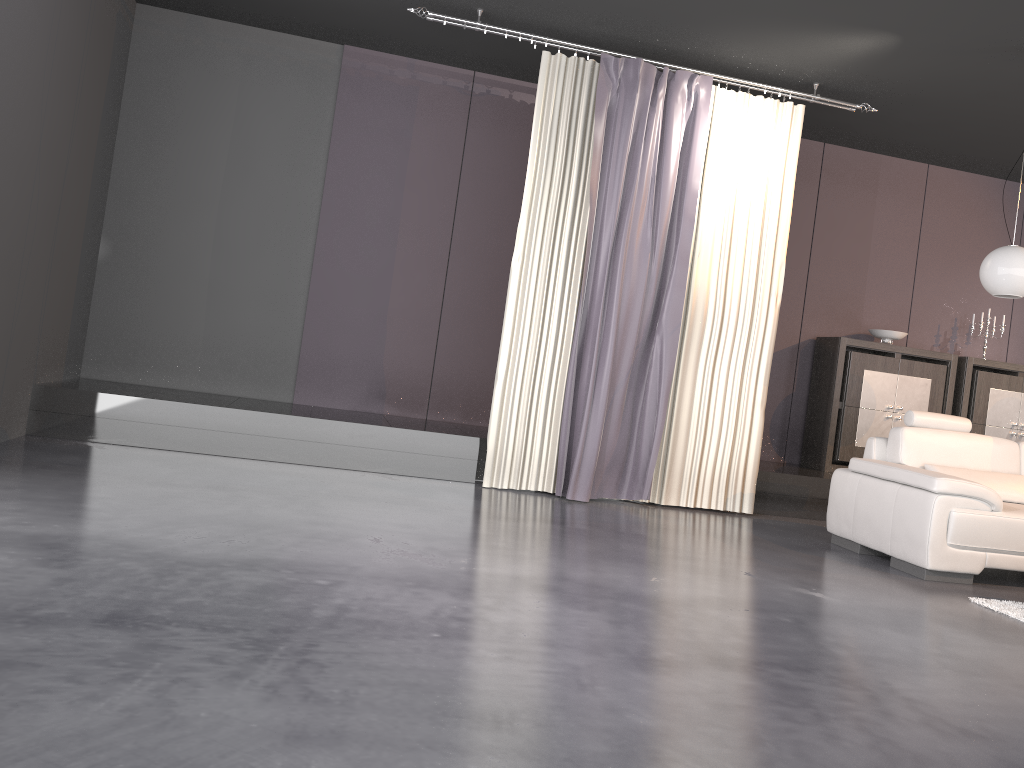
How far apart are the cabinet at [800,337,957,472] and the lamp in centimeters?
196cm

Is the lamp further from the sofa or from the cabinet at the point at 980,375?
the cabinet at the point at 980,375

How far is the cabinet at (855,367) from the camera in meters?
7.0

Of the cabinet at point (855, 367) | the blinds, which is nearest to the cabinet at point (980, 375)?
the cabinet at point (855, 367)

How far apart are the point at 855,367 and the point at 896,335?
0.49m

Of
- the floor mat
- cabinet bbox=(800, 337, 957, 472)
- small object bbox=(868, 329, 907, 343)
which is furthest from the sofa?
small object bbox=(868, 329, 907, 343)

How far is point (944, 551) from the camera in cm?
450

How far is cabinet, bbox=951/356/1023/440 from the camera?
7.3m

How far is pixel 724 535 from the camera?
5.1m

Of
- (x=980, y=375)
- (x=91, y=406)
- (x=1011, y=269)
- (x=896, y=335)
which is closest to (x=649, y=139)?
(x=1011, y=269)
